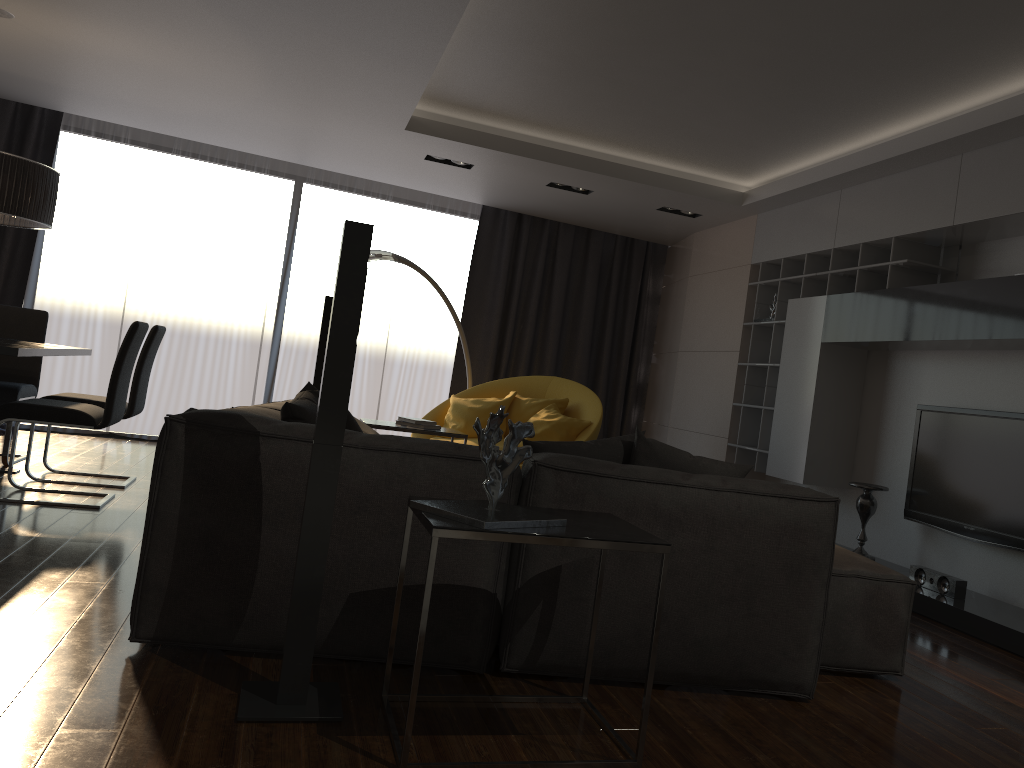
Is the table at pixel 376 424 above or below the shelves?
below

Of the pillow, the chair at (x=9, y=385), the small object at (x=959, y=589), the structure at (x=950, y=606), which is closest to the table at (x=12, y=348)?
the chair at (x=9, y=385)

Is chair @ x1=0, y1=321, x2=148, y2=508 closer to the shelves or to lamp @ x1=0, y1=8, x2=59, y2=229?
lamp @ x1=0, y1=8, x2=59, y2=229

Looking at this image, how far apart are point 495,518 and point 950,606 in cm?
305

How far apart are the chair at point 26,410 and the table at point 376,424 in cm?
134

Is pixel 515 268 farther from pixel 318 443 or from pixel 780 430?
pixel 318 443

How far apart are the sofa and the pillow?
0.1 meters

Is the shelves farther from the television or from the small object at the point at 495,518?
the small object at the point at 495,518

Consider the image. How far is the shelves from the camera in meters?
5.2 m

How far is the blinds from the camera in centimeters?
755cm
